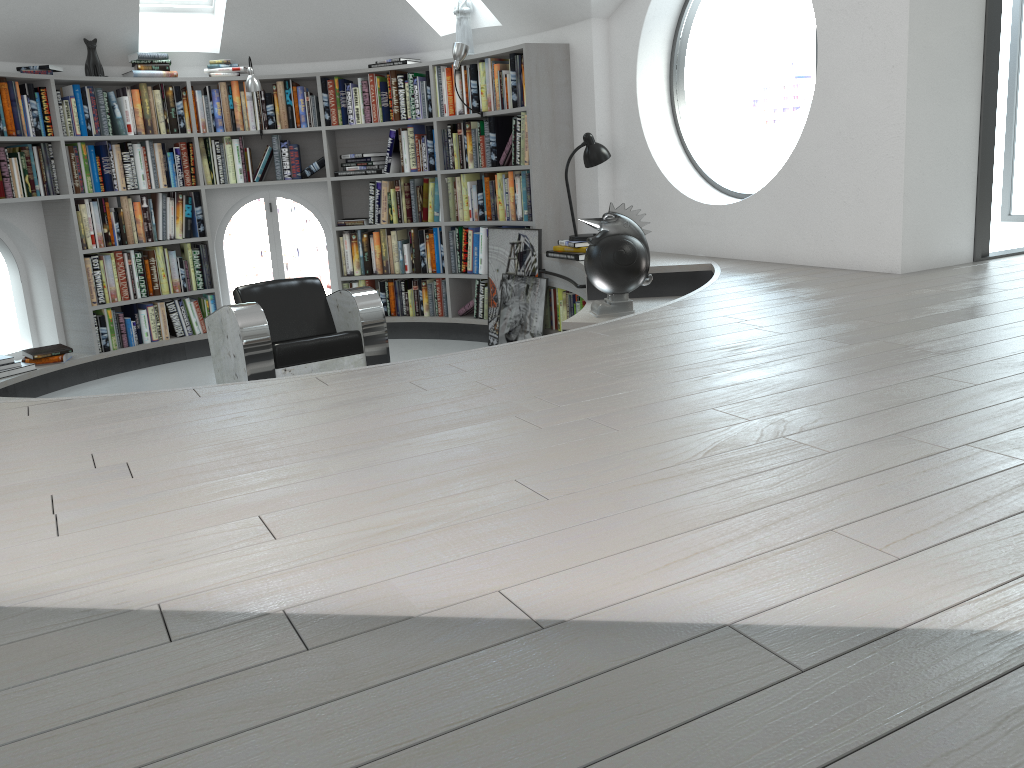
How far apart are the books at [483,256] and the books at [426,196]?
0.1m

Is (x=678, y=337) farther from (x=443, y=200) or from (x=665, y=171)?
(x=443, y=200)

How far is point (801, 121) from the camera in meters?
22.7

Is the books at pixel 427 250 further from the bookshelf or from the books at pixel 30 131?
the books at pixel 30 131

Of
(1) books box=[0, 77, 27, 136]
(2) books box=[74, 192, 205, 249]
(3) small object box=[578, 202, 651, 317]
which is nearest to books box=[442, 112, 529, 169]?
(3) small object box=[578, 202, 651, 317]

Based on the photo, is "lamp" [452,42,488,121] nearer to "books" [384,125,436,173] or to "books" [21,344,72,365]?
"books" [384,125,436,173]

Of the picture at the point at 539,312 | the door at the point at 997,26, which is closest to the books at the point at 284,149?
the picture at the point at 539,312

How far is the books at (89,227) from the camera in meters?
6.1 m

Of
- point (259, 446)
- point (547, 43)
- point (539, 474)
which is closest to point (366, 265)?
point (547, 43)

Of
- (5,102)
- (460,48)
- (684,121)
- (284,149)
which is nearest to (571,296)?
(460,48)
